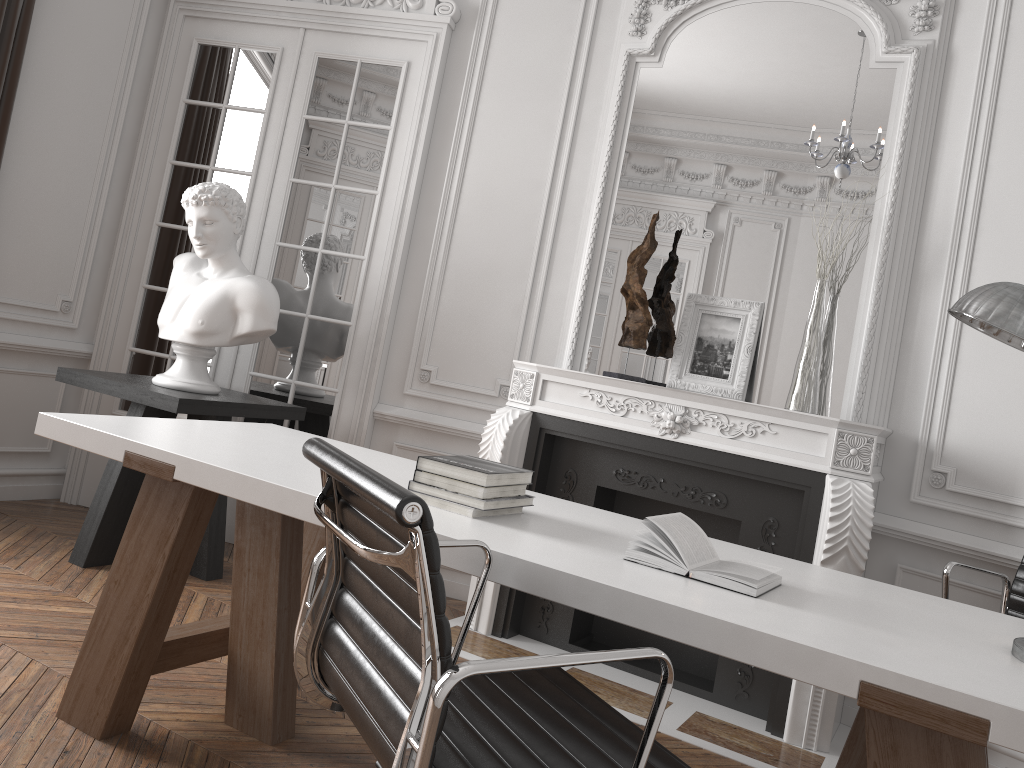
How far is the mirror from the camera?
3.61m

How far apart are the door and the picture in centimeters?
140cm

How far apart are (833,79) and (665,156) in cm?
75

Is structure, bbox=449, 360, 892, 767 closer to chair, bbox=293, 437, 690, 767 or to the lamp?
the lamp

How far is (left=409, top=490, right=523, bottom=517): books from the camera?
2.03m

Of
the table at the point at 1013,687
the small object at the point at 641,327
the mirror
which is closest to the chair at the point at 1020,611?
the table at the point at 1013,687

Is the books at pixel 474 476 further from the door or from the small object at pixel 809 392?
the door

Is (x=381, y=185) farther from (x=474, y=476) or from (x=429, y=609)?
(x=429, y=609)

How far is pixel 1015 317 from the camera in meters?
1.6

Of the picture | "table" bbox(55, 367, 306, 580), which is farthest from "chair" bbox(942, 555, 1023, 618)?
"table" bbox(55, 367, 306, 580)
